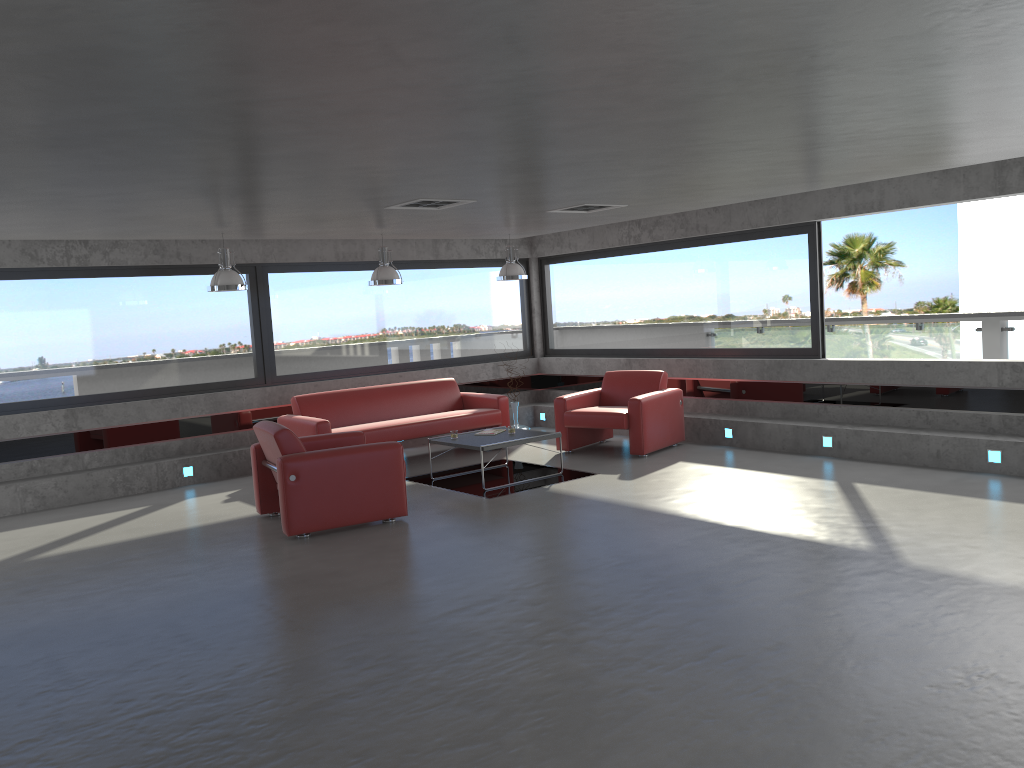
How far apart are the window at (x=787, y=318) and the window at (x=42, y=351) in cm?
51

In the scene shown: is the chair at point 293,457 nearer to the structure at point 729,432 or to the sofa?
the sofa

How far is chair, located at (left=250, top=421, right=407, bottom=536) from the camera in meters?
7.0 m

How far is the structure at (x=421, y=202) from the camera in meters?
7.4

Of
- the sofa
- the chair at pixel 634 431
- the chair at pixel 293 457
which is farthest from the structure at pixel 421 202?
the chair at pixel 634 431

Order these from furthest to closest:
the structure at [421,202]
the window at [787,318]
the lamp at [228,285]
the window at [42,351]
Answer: the window at [787,318] < the window at [42,351] < the lamp at [228,285] < the structure at [421,202]

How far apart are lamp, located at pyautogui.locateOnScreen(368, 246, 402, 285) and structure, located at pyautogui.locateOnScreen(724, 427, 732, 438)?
4.1m

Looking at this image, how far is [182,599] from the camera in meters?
5.7

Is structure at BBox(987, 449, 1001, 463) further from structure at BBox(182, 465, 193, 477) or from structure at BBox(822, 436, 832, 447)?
structure at BBox(182, 465, 193, 477)

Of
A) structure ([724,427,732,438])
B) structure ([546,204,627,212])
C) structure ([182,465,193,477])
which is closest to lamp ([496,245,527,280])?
structure ([546,204,627,212])
